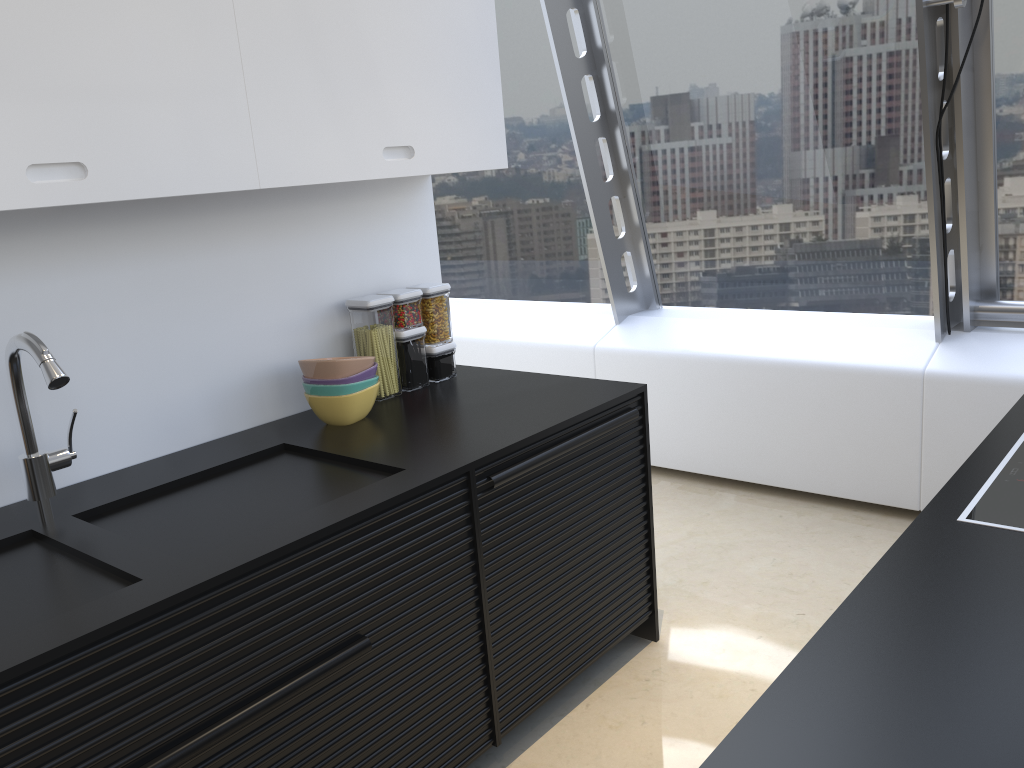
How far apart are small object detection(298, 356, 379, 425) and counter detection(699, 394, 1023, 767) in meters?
1.5 m

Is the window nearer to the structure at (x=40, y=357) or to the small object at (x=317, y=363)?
the small object at (x=317, y=363)

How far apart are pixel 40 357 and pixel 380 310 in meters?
1.1 m

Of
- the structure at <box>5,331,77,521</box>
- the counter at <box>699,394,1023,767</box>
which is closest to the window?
the counter at <box>699,394,1023,767</box>

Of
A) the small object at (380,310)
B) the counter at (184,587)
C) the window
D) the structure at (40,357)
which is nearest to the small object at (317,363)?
the counter at (184,587)

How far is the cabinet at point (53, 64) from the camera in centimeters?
174cm

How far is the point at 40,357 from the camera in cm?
174

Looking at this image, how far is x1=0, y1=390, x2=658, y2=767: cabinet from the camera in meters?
1.5

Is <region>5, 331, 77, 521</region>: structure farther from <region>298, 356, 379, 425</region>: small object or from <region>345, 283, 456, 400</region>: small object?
<region>345, 283, 456, 400</region>: small object

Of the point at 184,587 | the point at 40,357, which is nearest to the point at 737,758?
the point at 184,587
